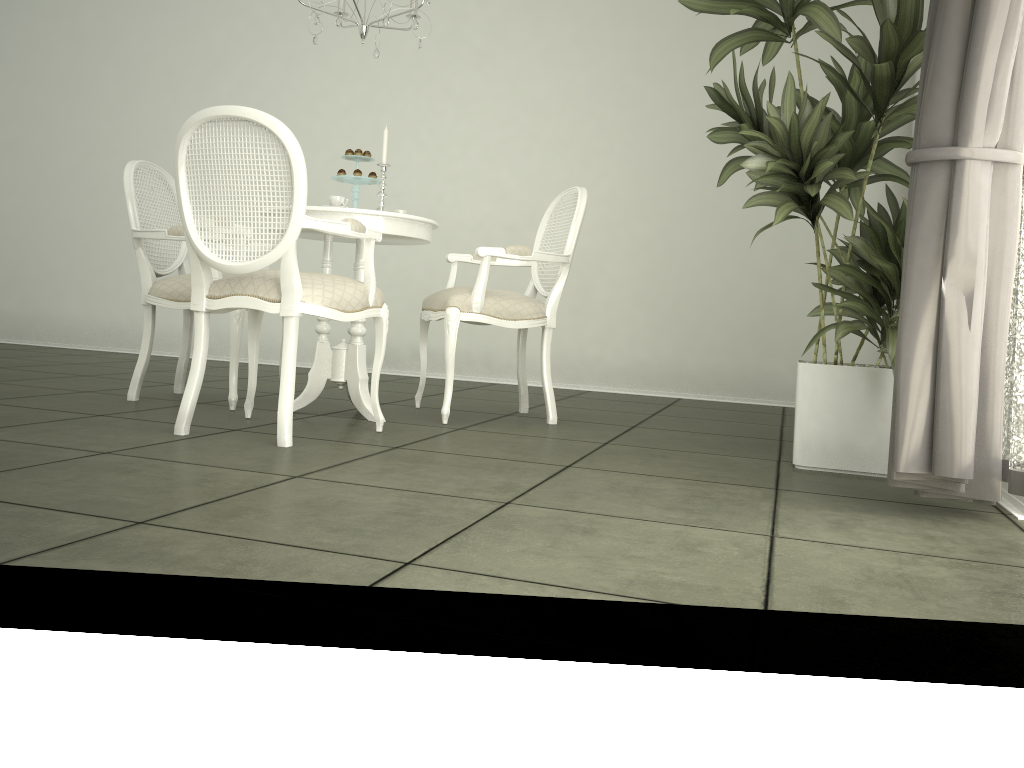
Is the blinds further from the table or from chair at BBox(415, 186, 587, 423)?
the table

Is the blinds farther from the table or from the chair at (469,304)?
the table

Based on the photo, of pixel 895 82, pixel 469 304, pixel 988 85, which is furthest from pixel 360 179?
pixel 988 85

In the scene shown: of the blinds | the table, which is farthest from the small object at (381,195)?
the blinds

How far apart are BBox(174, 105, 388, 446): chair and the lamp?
0.92m

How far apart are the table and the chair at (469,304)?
0.2 meters

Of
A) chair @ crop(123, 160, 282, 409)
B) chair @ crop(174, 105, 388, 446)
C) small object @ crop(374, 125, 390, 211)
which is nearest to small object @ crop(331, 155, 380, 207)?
small object @ crop(374, 125, 390, 211)

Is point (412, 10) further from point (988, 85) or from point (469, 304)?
point (988, 85)

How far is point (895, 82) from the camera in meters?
2.7 m

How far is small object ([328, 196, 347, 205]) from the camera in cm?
341
